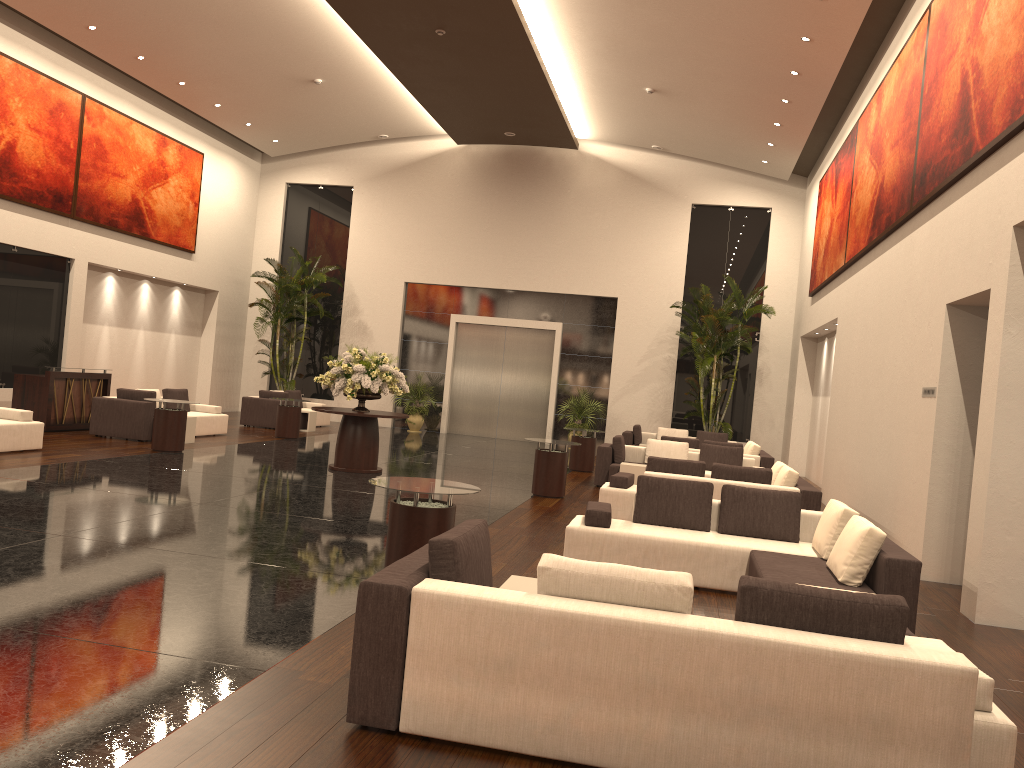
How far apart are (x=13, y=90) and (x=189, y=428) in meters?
7.0 m

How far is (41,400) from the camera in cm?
1509

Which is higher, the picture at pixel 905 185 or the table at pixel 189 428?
the picture at pixel 905 185

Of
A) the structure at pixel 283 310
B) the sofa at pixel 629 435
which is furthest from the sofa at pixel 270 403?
the sofa at pixel 629 435

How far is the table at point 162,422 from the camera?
13.8 meters

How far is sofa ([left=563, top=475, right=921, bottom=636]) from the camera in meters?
6.2

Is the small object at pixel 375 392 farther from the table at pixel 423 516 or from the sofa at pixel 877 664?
the sofa at pixel 877 664

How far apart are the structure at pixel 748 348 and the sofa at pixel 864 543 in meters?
12.3 m

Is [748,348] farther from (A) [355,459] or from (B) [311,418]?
(A) [355,459]

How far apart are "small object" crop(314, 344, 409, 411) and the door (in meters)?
9.86
